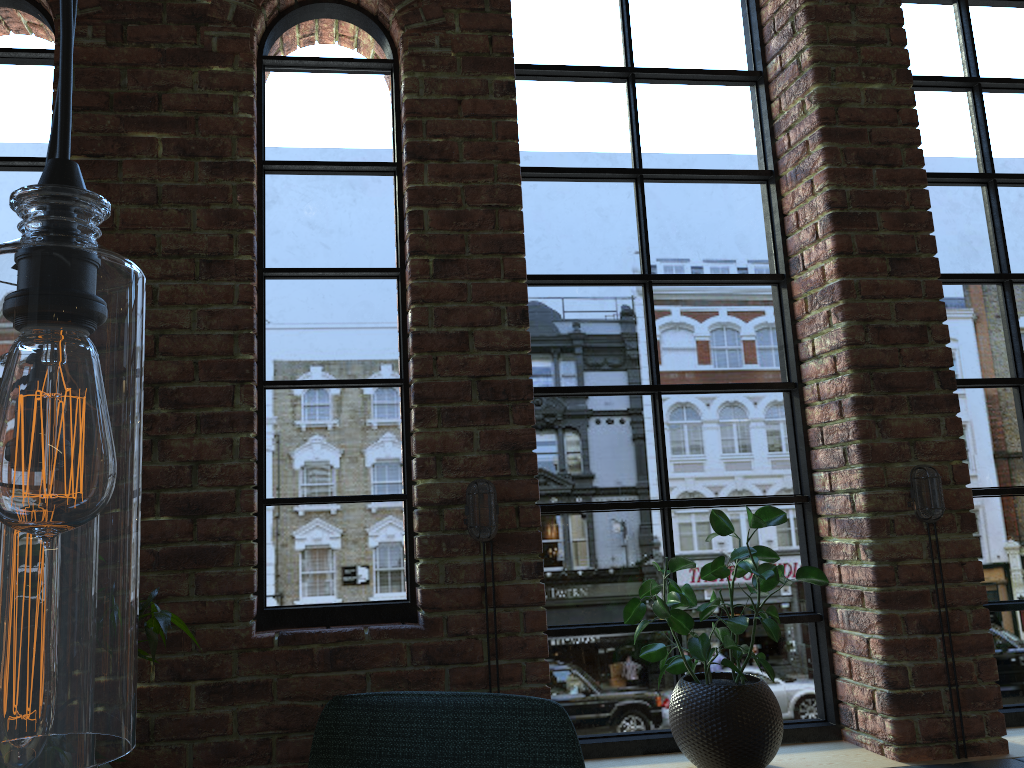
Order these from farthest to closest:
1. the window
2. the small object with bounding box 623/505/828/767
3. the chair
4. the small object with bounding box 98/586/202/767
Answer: the window
the small object with bounding box 623/505/828/767
the chair
the small object with bounding box 98/586/202/767

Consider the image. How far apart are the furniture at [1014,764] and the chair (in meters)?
1.16

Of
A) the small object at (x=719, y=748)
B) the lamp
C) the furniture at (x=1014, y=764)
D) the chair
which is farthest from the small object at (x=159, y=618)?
the furniture at (x=1014, y=764)

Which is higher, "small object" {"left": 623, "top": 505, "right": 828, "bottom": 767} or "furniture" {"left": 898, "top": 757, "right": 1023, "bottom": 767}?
"small object" {"left": 623, "top": 505, "right": 828, "bottom": 767}

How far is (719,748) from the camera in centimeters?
223cm

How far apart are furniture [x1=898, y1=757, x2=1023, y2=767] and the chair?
1.2 meters

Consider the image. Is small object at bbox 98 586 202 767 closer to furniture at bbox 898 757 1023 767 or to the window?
the window

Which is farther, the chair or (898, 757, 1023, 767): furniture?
(898, 757, 1023, 767): furniture

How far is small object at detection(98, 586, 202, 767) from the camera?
1.7 meters

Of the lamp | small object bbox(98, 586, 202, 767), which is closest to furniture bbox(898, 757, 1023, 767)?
small object bbox(98, 586, 202, 767)
